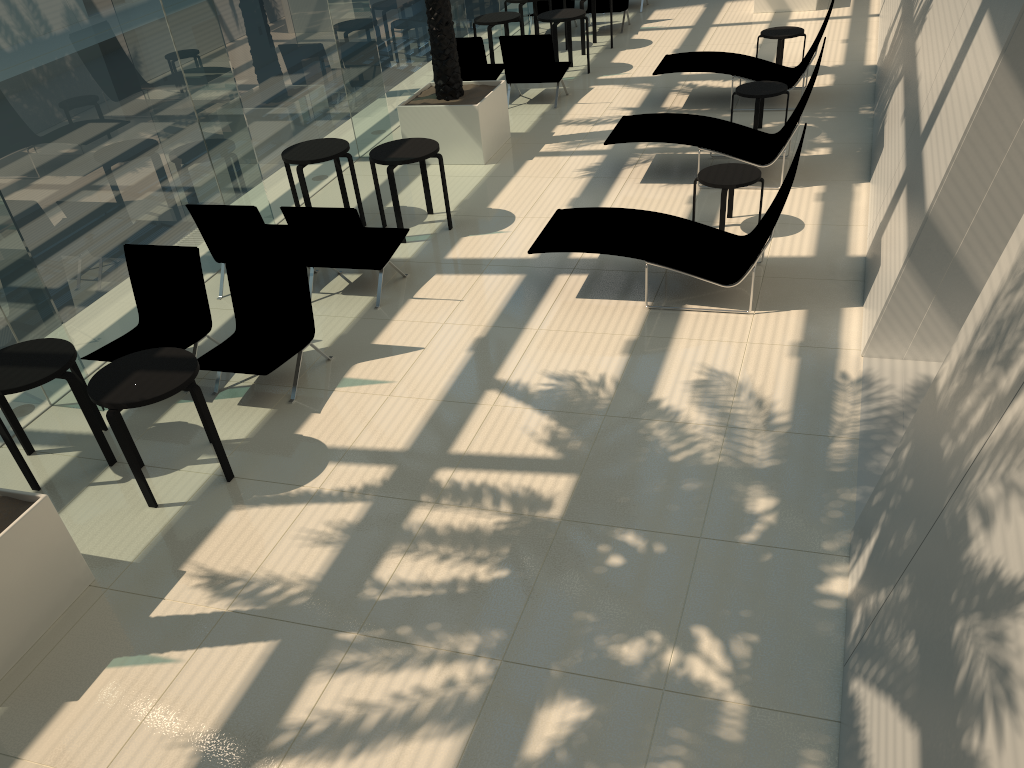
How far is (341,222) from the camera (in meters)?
7.51

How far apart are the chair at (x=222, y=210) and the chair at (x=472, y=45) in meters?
5.0 m

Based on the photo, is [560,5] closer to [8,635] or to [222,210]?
[222,210]

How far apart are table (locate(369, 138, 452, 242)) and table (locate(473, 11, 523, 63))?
5.2 meters

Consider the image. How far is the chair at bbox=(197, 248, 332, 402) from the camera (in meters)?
6.60

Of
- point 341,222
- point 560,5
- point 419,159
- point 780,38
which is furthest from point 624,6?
point 341,222

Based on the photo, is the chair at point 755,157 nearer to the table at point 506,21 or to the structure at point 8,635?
the table at point 506,21

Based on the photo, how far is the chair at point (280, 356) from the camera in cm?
660

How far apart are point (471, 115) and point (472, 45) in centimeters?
233cm

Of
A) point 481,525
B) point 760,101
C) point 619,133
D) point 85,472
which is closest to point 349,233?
point 85,472
